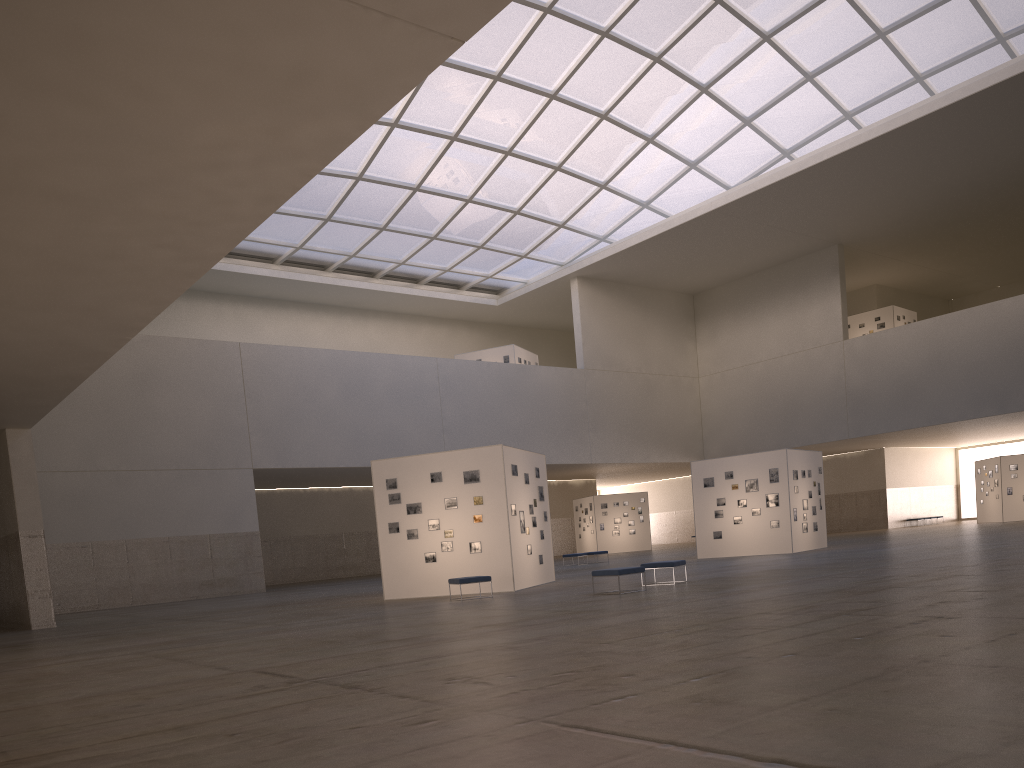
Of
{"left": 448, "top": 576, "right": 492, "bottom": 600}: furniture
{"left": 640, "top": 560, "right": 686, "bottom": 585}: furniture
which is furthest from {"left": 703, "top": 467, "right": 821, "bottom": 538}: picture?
{"left": 448, "top": 576, "right": 492, "bottom": 600}: furniture

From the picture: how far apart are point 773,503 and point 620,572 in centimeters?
1889cm

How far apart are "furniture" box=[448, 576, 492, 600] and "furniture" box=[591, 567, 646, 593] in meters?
3.9 m

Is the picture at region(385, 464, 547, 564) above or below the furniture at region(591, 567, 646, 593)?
above

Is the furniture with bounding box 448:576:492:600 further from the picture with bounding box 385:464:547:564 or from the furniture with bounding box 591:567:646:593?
the furniture with bounding box 591:567:646:593

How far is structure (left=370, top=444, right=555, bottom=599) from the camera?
26.79m

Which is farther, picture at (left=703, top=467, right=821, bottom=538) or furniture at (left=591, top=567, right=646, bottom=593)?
picture at (left=703, top=467, right=821, bottom=538)

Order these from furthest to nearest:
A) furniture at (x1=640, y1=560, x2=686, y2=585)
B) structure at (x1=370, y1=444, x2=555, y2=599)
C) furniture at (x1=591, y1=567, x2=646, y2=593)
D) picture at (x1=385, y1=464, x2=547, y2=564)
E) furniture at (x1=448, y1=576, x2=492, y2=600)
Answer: picture at (x1=385, y1=464, x2=547, y2=564)
structure at (x1=370, y1=444, x2=555, y2=599)
furniture at (x1=448, y1=576, x2=492, y2=600)
furniture at (x1=640, y1=560, x2=686, y2=585)
furniture at (x1=591, y1=567, x2=646, y2=593)

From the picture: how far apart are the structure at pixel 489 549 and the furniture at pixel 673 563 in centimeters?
465cm

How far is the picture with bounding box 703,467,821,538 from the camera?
38.12m
